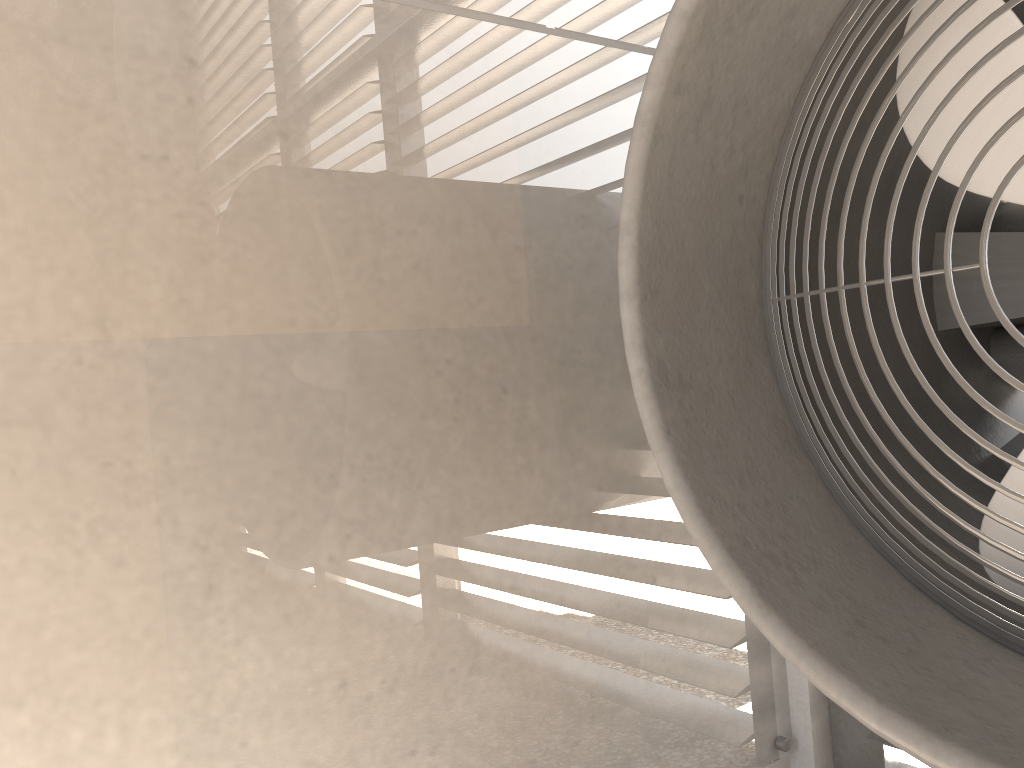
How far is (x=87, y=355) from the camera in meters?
1.9
